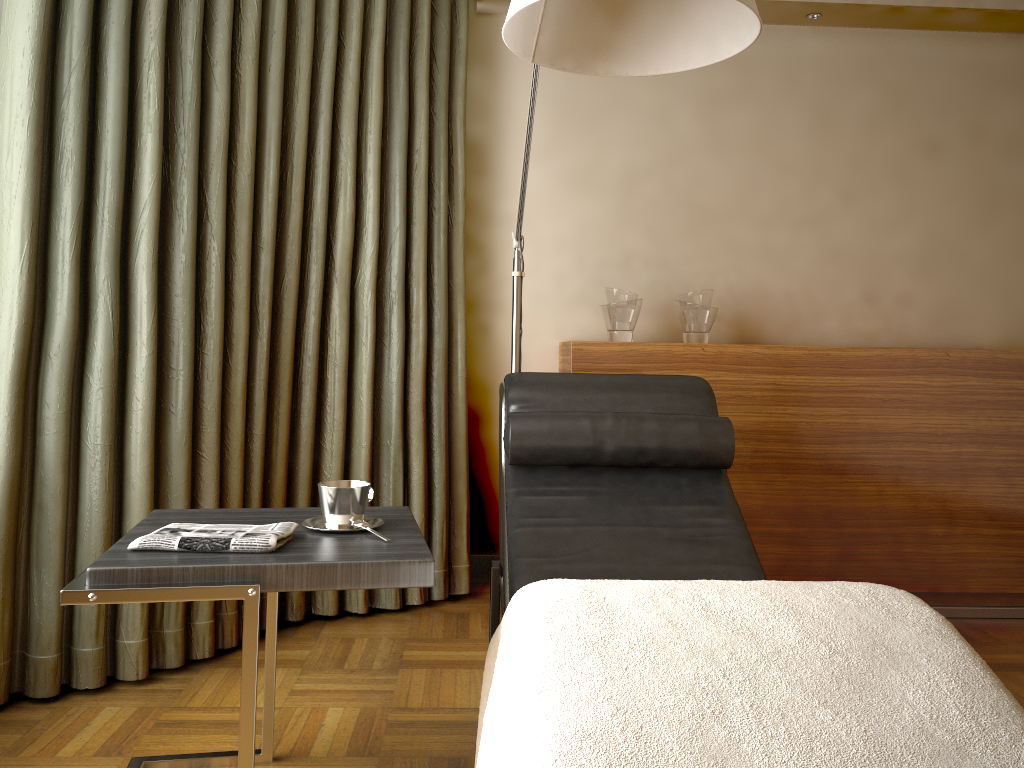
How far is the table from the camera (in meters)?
1.35

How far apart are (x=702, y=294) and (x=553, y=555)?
1.4 meters

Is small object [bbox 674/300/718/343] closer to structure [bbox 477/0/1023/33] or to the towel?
structure [bbox 477/0/1023/33]

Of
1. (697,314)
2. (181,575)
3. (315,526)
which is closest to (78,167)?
(315,526)

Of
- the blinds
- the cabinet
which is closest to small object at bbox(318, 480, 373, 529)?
the blinds

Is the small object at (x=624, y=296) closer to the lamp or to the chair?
the lamp

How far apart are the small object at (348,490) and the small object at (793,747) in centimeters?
34cm

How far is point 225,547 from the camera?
1.4 meters

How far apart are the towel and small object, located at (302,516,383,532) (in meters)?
0.09

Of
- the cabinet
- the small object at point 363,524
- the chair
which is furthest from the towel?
the cabinet
